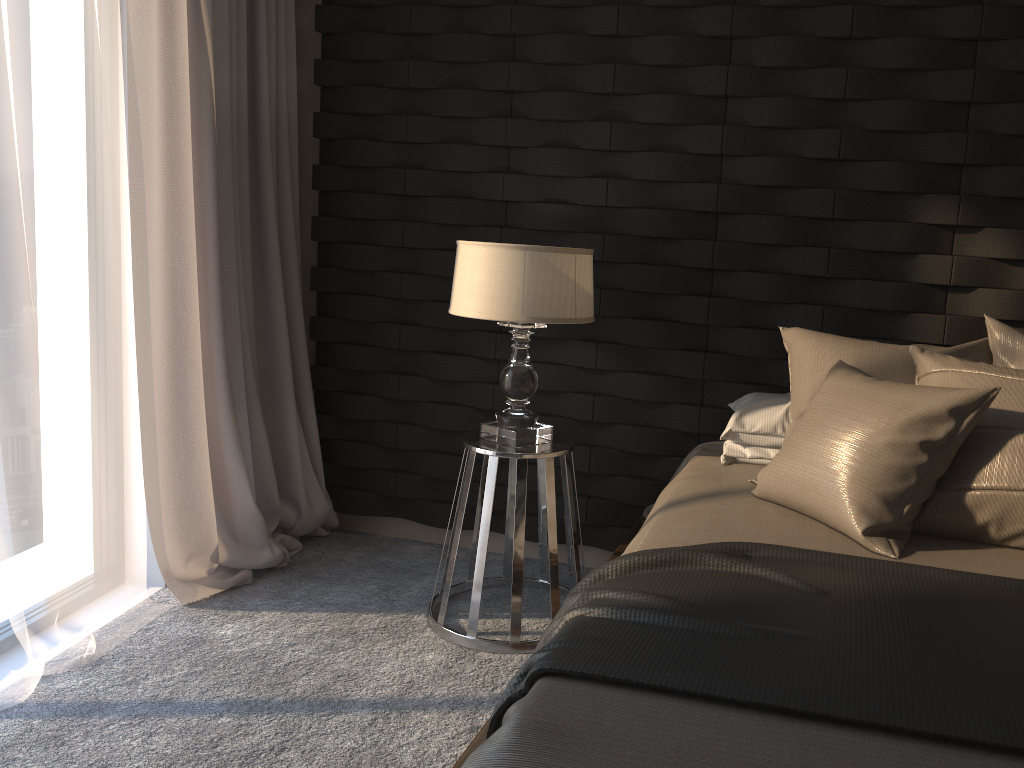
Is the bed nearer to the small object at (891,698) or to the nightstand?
the small object at (891,698)

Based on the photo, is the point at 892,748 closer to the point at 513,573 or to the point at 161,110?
the point at 513,573

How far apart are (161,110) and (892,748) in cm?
262

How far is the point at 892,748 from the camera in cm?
118

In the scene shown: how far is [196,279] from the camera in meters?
2.9

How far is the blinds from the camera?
2.8 meters

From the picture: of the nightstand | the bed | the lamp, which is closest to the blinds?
the nightstand

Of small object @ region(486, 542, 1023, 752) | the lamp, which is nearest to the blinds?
the lamp

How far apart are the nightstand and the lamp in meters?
0.0

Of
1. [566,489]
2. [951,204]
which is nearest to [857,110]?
[951,204]
